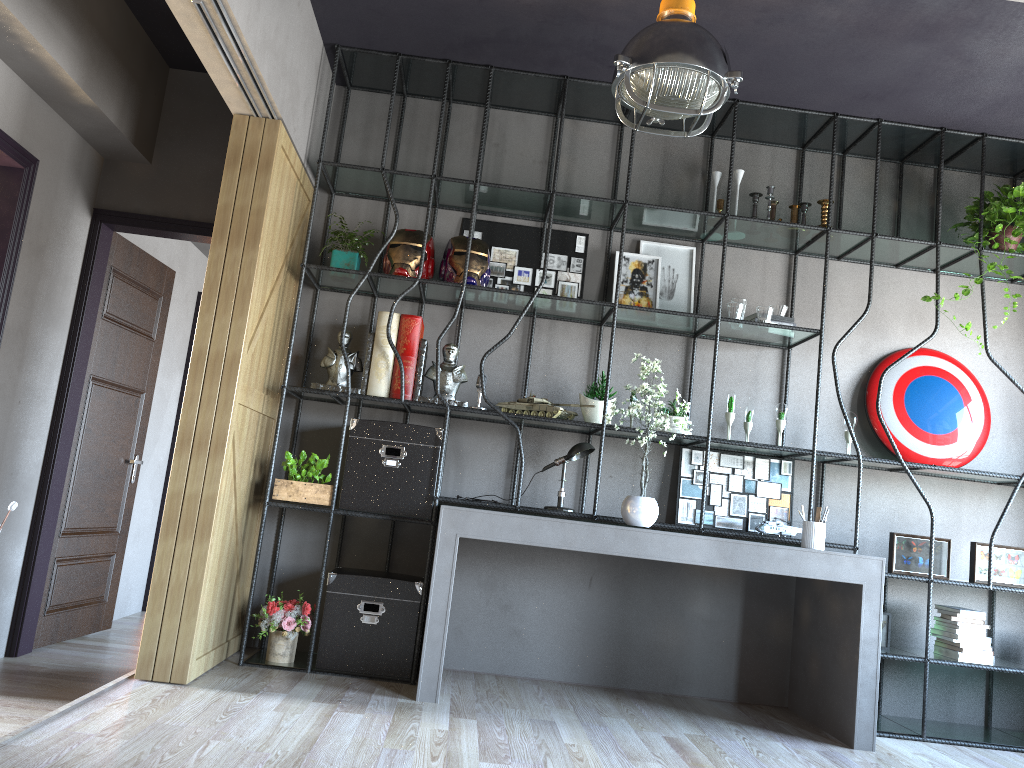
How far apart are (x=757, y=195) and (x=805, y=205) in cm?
30

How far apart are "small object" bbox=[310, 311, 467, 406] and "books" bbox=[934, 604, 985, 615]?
2.9 meters

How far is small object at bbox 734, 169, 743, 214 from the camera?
5.15m

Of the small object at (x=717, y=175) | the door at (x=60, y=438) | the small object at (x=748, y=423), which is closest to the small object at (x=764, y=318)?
the small object at (x=748, y=423)

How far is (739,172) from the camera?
5.15m

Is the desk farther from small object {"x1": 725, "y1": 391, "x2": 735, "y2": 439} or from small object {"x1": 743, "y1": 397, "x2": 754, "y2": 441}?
small object {"x1": 743, "y1": 397, "x2": 754, "y2": 441}

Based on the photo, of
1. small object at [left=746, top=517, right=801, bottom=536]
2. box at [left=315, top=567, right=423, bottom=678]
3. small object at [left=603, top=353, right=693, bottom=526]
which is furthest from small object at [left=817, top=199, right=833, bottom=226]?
box at [left=315, top=567, right=423, bottom=678]

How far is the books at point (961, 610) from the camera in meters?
4.6

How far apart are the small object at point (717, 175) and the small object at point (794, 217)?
0.50m

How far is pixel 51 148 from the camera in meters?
4.6
